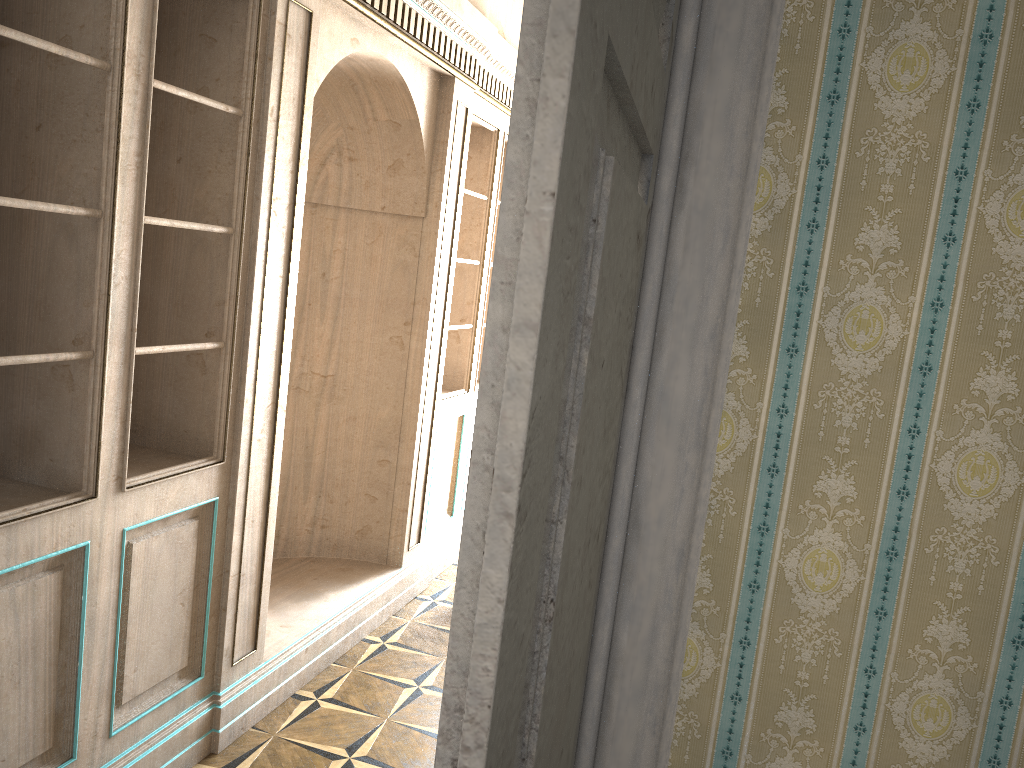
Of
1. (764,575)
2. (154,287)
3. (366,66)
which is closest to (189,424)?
(154,287)

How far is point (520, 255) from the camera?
0.5 meters

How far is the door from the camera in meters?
0.5 m

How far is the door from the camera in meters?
0.5
